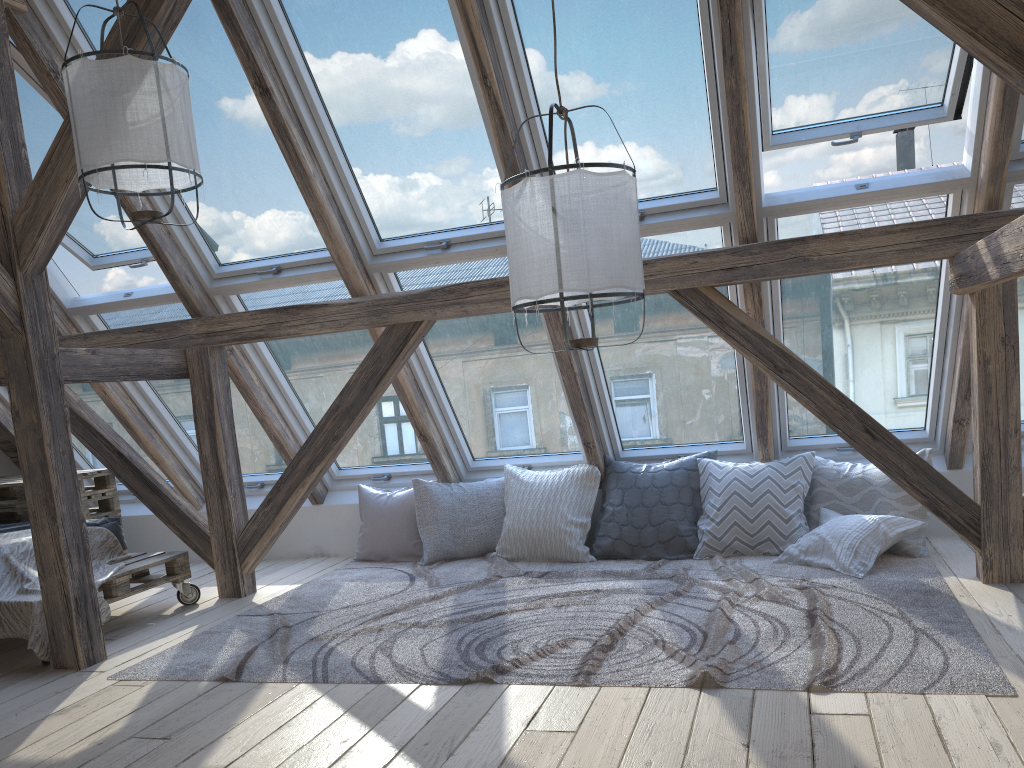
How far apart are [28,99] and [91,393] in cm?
207

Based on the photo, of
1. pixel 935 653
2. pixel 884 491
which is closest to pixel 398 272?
pixel 884 491

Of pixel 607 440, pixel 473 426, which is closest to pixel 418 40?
pixel 473 426

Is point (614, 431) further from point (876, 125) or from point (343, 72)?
point (343, 72)

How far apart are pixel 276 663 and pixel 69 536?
1.0 meters

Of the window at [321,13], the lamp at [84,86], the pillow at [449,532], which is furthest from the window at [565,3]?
the pillow at [449,532]

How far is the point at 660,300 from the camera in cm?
436

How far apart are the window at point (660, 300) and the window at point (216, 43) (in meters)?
1.24

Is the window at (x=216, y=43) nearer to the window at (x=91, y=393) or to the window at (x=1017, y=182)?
the window at (x=91, y=393)

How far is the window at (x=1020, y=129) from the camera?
3.46m
